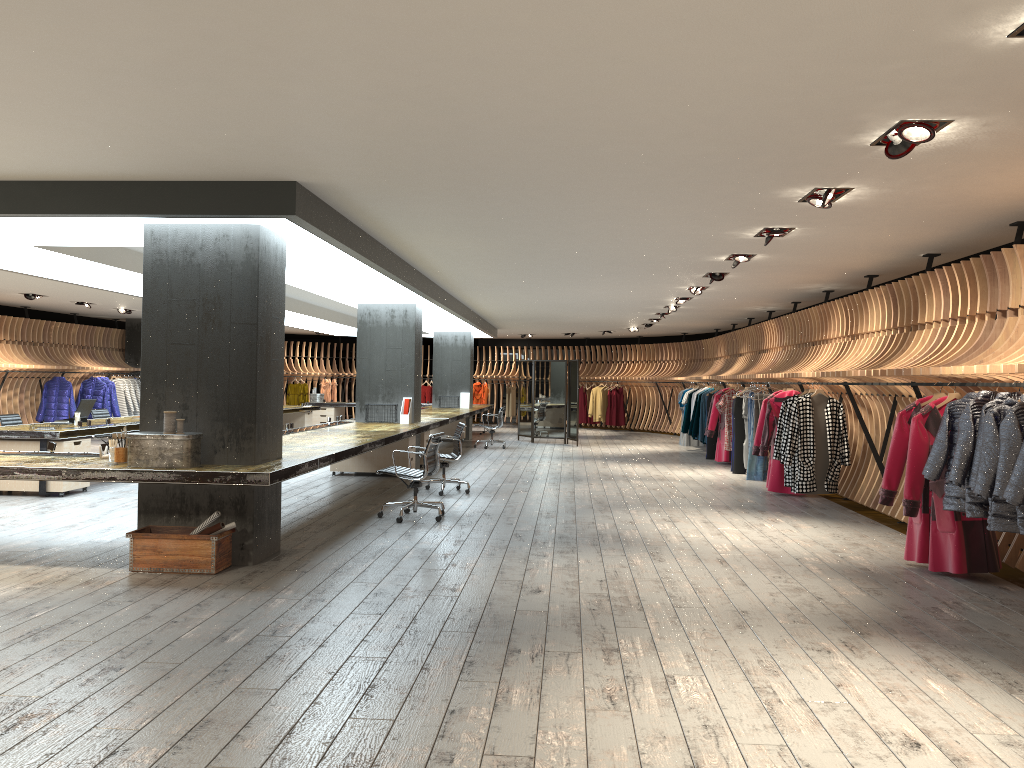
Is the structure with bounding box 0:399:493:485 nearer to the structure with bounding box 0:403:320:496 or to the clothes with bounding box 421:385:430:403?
the structure with bounding box 0:403:320:496

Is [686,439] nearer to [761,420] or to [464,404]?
[464,404]

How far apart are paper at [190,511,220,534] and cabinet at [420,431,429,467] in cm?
776

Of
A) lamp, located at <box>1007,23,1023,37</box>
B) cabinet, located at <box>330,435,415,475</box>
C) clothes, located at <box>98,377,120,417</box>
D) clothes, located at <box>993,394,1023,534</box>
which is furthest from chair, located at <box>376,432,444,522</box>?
clothes, located at <box>98,377,120,417</box>

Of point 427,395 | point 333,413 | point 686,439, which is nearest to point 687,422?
point 686,439

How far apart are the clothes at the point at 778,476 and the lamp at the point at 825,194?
5.0 meters

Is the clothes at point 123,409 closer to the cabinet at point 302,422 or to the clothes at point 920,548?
the cabinet at point 302,422

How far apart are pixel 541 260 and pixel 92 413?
7.81m

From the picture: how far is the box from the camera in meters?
6.3

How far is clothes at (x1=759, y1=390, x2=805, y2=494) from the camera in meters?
11.3 m
